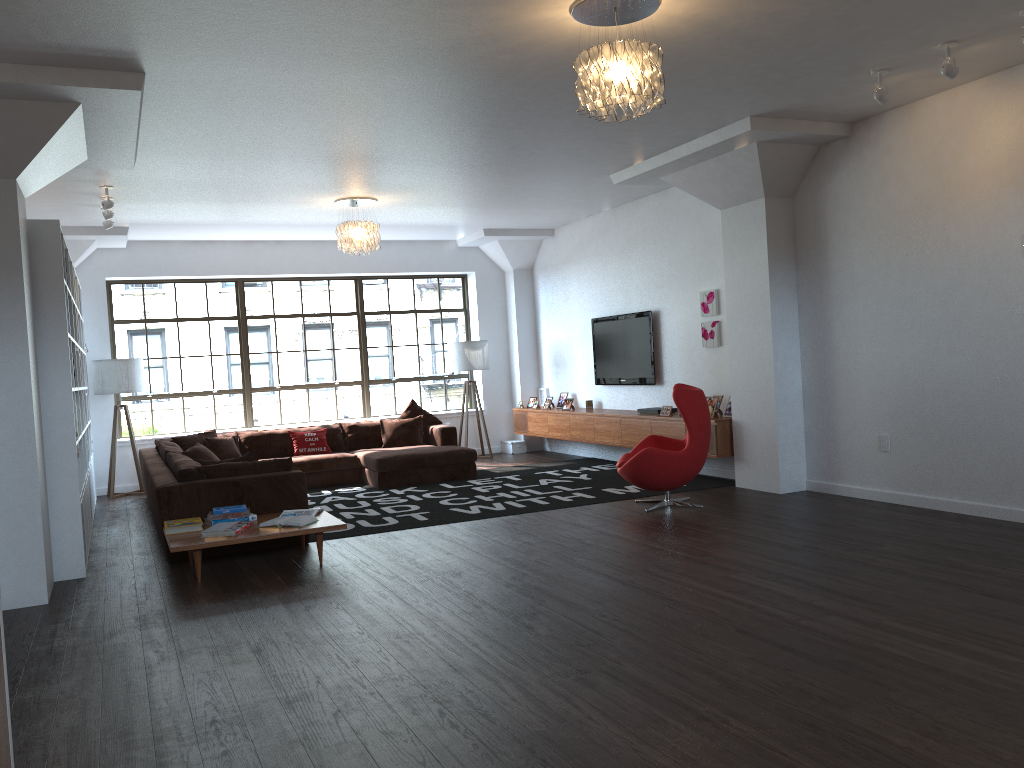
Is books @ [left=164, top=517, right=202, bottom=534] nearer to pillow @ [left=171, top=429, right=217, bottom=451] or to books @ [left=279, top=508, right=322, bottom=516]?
books @ [left=279, top=508, right=322, bottom=516]

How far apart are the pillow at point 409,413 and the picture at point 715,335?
3.7 meters

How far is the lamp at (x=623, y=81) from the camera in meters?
4.2 m

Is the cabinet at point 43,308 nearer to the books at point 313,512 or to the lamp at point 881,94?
the books at point 313,512

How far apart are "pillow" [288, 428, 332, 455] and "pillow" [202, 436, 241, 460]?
0.7m

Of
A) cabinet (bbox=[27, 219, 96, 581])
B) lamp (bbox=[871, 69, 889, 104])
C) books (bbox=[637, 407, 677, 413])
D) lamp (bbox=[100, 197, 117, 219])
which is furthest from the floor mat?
lamp (bbox=[871, 69, 889, 104])

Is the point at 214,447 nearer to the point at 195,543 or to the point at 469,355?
the point at 469,355

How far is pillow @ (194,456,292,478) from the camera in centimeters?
657cm

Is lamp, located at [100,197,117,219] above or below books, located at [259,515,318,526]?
above

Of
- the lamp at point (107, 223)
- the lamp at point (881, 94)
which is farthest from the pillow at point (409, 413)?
the lamp at point (881, 94)
